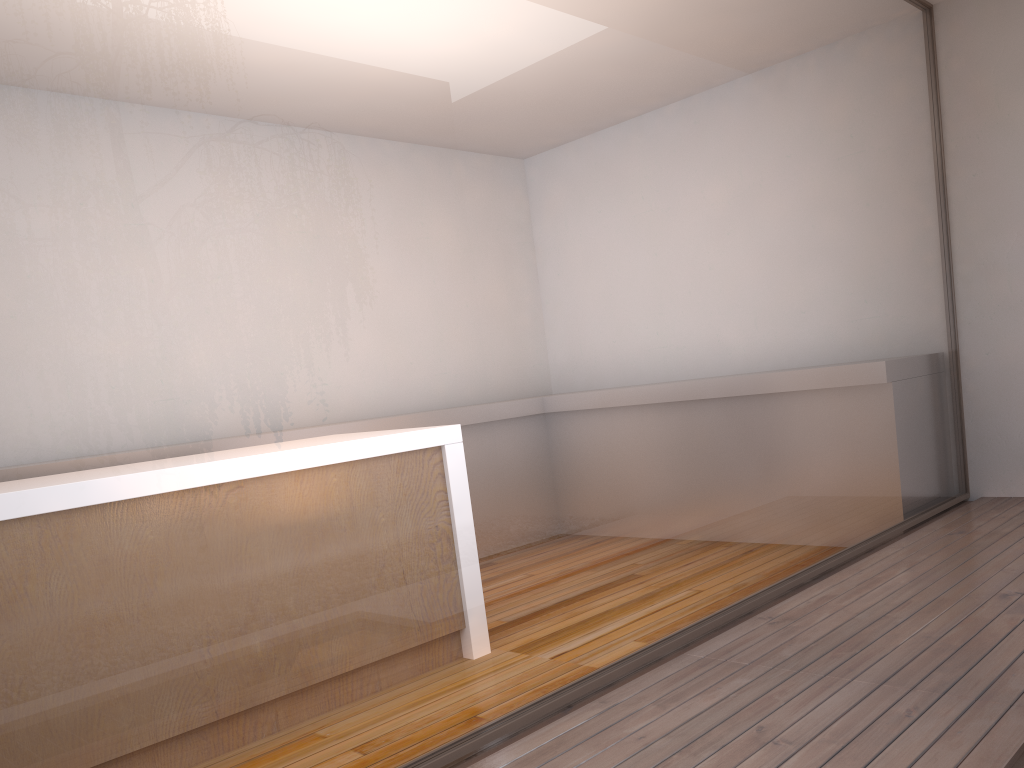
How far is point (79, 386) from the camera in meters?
1.6 m

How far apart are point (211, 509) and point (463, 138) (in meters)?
1.09

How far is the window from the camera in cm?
163

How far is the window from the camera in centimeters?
163cm
